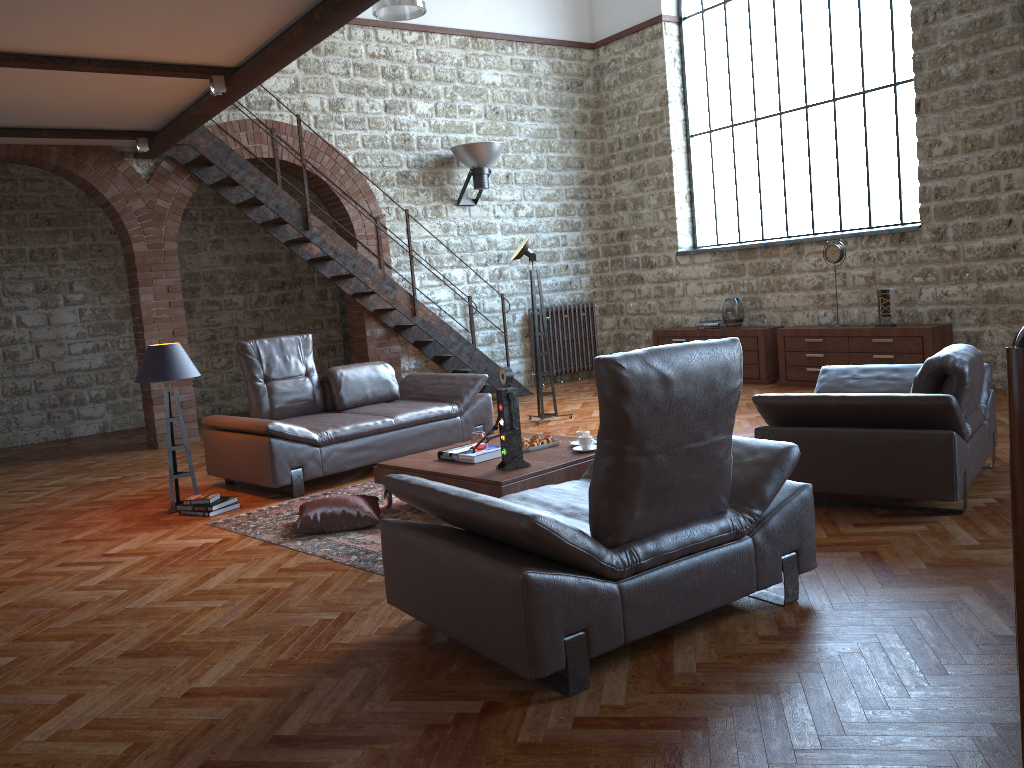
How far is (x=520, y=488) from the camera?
4.7m

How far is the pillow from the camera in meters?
4.9 m

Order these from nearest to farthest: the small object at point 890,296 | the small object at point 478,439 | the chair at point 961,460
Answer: the chair at point 961,460 → the small object at point 478,439 → the small object at point 890,296

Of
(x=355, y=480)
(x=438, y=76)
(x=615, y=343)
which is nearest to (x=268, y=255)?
(x=438, y=76)

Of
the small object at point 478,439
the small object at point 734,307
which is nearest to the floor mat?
the small object at point 478,439

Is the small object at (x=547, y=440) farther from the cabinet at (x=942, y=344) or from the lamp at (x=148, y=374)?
the cabinet at (x=942, y=344)

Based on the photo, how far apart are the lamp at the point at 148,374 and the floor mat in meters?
0.6 m

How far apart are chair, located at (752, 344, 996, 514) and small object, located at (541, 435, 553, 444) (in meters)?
1.31

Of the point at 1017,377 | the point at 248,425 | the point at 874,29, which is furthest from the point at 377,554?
the point at 874,29

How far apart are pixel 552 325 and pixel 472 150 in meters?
2.5
